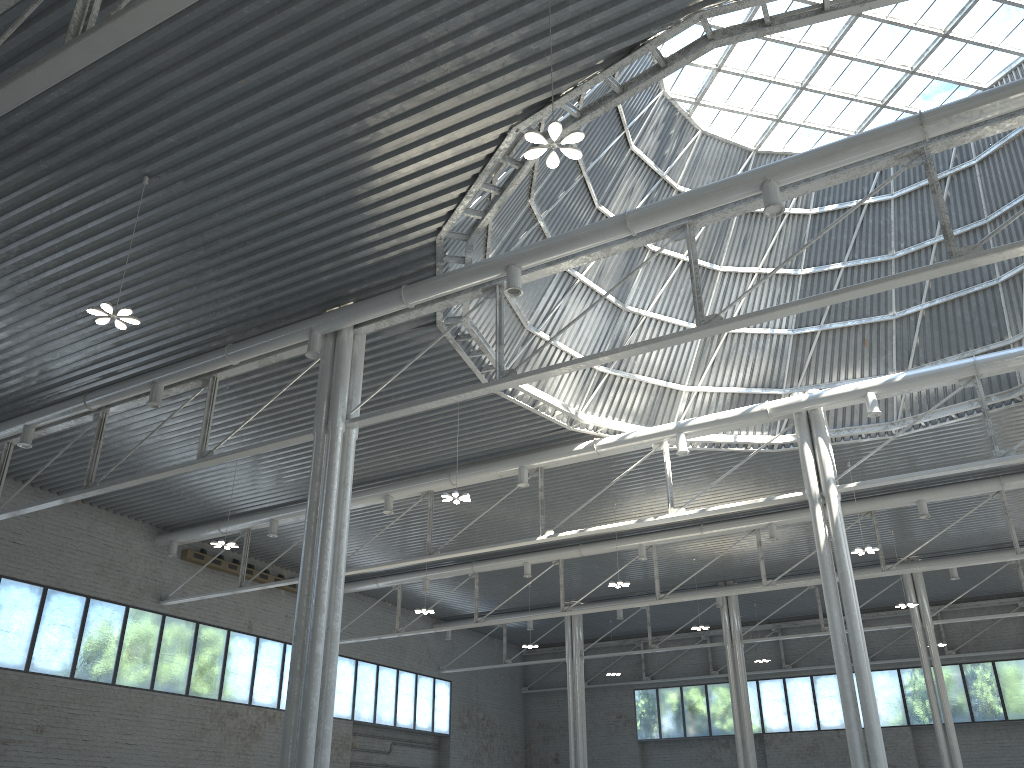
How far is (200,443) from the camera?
28.6 meters

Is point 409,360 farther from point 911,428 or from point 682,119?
point 911,428
